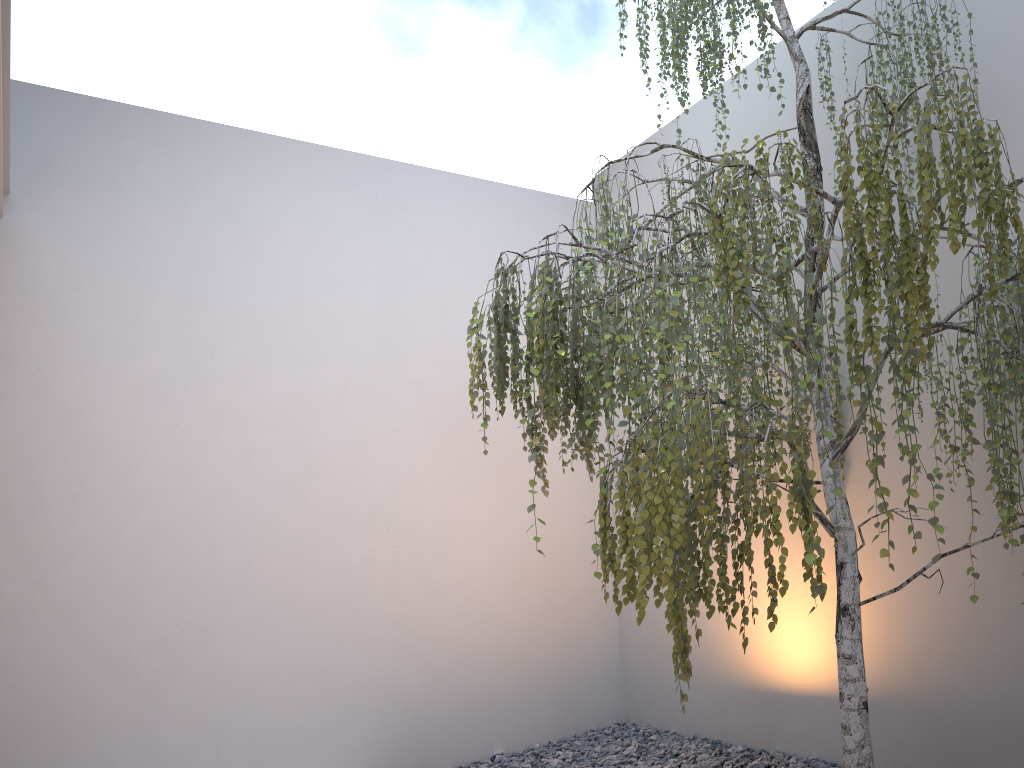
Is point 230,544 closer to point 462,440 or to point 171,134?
point 462,440

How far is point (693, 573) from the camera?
1.93m

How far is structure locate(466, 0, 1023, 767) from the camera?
1.9m

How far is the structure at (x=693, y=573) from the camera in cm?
193
